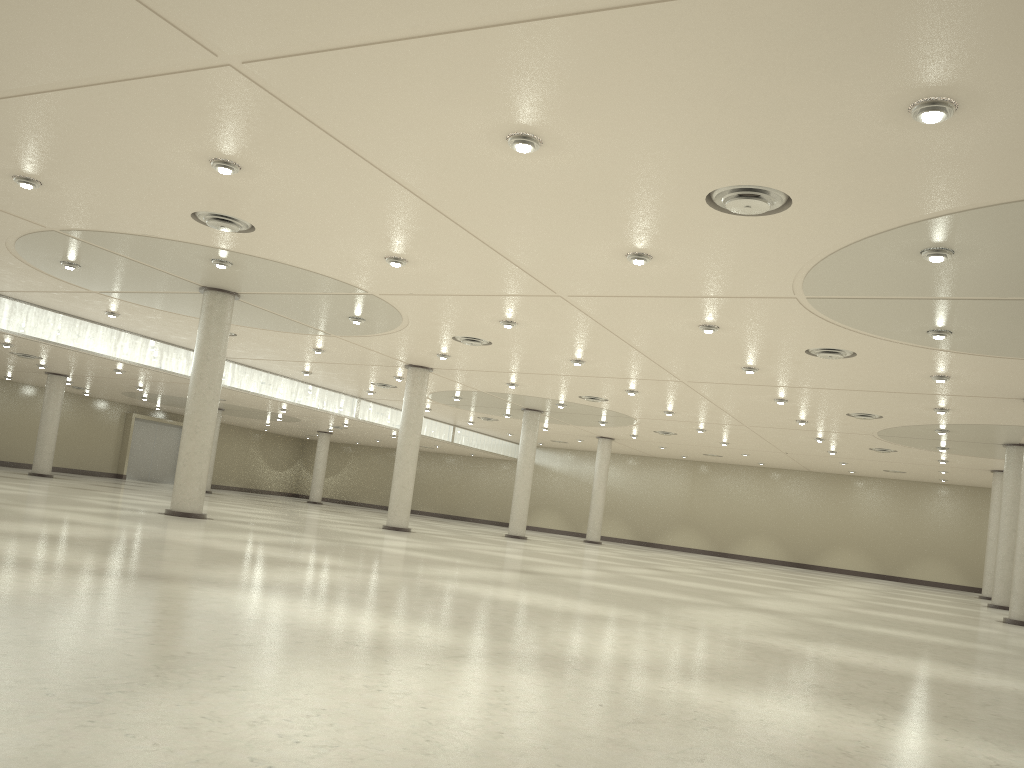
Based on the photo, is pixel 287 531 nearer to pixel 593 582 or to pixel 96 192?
pixel 593 582
